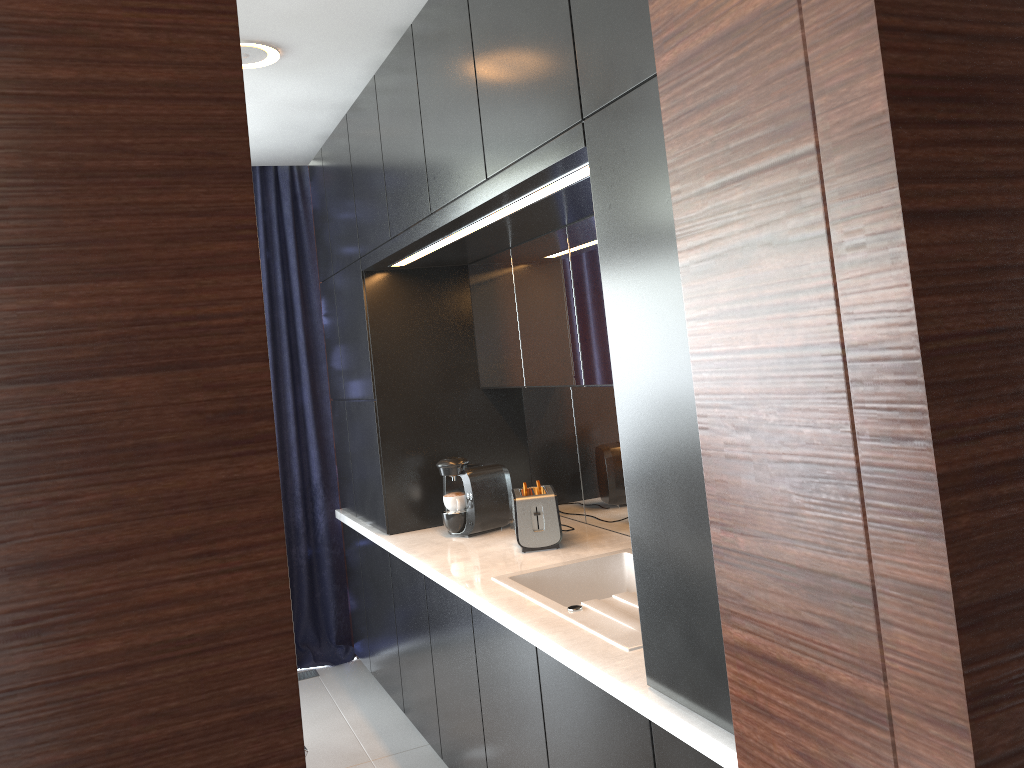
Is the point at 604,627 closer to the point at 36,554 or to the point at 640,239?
the point at 640,239

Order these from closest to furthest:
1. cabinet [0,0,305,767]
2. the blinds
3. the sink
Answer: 1. cabinet [0,0,305,767]
2. the sink
3. the blinds

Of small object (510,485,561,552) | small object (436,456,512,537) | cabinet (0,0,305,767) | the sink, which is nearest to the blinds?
small object (436,456,512,537)

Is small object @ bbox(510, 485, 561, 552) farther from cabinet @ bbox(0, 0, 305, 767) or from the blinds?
cabinet @ bbox(0, 0, 305, 767)

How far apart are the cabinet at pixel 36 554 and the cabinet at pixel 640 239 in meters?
1.0 m

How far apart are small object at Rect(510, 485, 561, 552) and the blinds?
1.6 meters

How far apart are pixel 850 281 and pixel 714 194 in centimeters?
27cm

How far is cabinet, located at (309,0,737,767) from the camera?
1.7m

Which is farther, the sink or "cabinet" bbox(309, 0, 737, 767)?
the sink

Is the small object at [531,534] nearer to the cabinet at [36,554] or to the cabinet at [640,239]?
the cabinet at [640,239]
